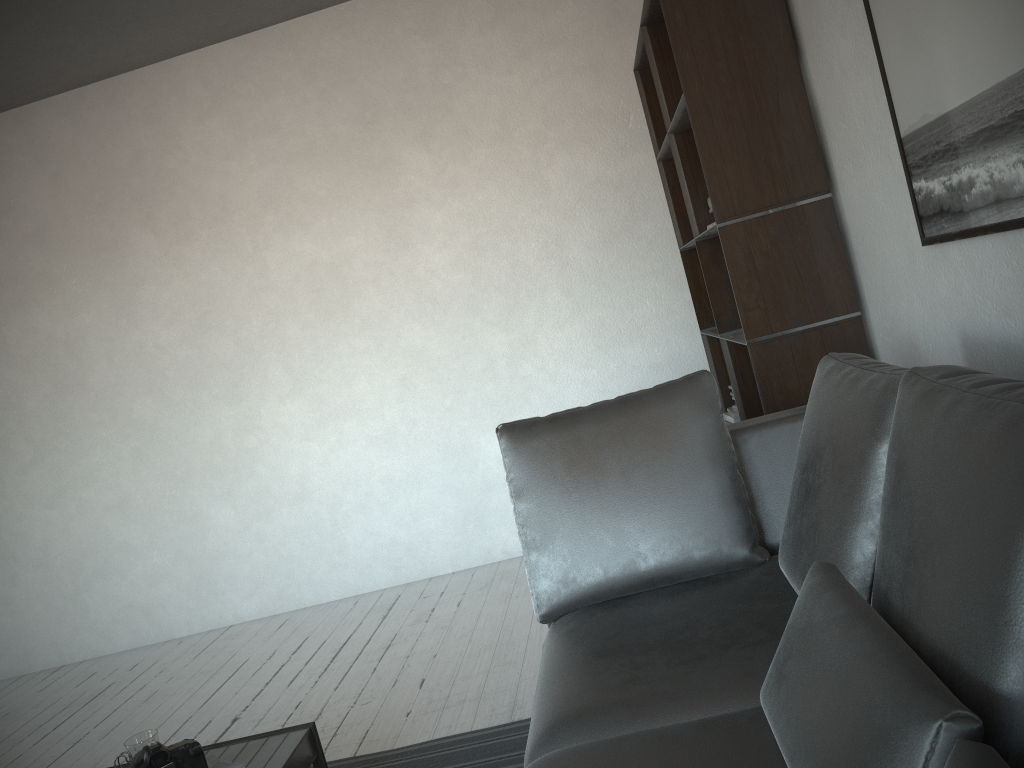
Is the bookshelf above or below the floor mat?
above

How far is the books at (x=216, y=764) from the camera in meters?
1.9 m

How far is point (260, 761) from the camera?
2.0m

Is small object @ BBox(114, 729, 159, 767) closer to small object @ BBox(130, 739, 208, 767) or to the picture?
small object @ BBox(130, 739, 208, 767)

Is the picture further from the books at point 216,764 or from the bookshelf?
the books at point 216,764

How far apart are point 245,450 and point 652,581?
3.0 meters

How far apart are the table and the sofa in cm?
61

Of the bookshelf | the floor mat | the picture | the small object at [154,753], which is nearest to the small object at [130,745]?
the small object at [154,753]

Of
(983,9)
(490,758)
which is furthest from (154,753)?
(983,9)

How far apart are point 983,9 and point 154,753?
2.12m
